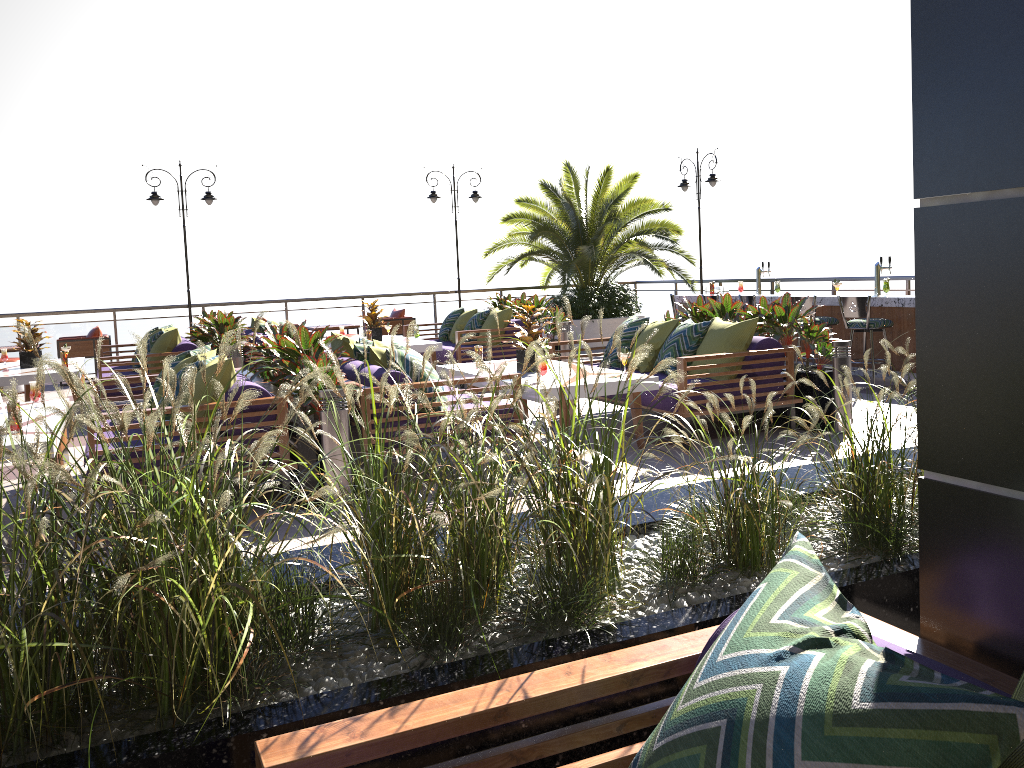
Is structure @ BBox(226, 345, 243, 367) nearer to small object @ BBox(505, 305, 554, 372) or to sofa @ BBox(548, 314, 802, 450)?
sofa @ BBox(548, 314, 802, 450)

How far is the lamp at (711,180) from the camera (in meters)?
14.60

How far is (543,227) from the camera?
14.3m

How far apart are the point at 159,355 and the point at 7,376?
1.38m

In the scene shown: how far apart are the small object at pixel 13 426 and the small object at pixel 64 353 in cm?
446

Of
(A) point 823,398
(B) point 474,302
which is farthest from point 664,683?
(B) point 474,302

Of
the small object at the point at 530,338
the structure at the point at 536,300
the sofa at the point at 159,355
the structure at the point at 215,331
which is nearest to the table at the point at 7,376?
the sofa at the point at 159,355

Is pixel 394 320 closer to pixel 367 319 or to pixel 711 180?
pixel 367 319

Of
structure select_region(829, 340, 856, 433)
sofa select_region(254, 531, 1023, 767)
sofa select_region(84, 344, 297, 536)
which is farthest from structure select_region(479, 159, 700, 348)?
sofa select_region(254, 531, 1023, 767)

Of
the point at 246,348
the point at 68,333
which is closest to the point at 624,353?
the point at 246,348
